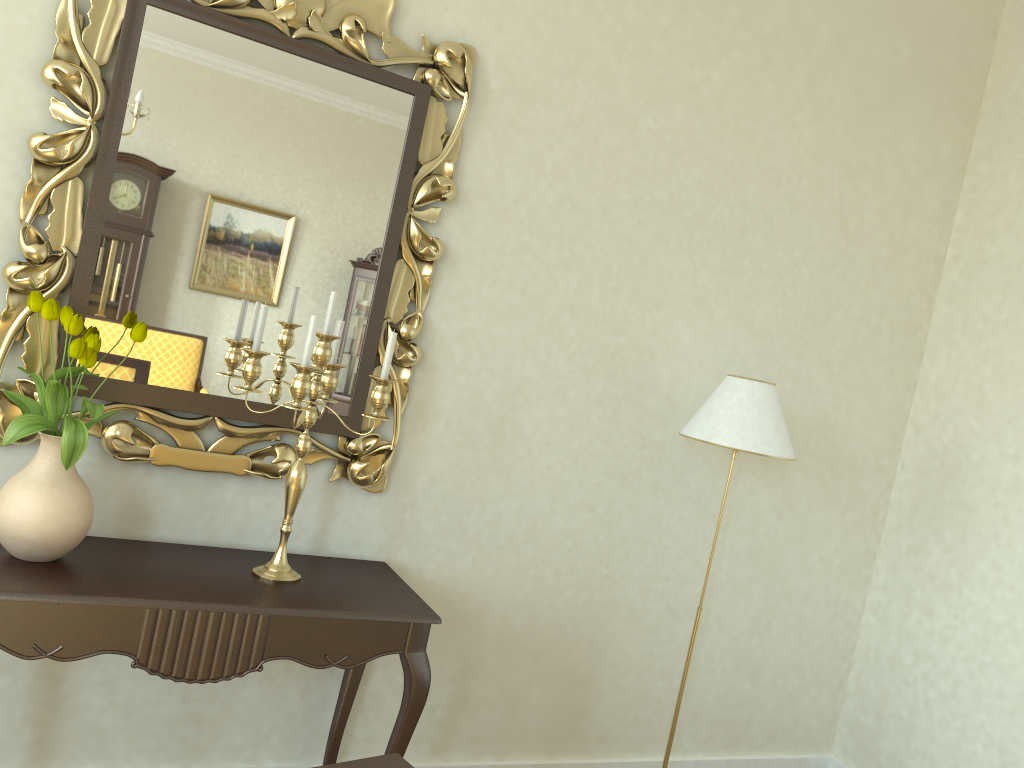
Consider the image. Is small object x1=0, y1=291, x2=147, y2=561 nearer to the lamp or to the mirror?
the mirror

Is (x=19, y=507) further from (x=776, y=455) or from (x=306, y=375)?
(x=776, y=455)

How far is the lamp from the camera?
2.73m

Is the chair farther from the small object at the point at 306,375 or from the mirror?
the mirror

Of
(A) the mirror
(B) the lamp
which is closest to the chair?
(A) the mirror

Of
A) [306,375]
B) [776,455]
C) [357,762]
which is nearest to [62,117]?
[306,375]

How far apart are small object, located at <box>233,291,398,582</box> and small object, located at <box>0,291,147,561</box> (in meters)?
0.26

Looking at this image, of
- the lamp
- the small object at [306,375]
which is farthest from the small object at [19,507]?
the lamp

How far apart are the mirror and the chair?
1.8 meters

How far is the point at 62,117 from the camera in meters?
2.2 m
